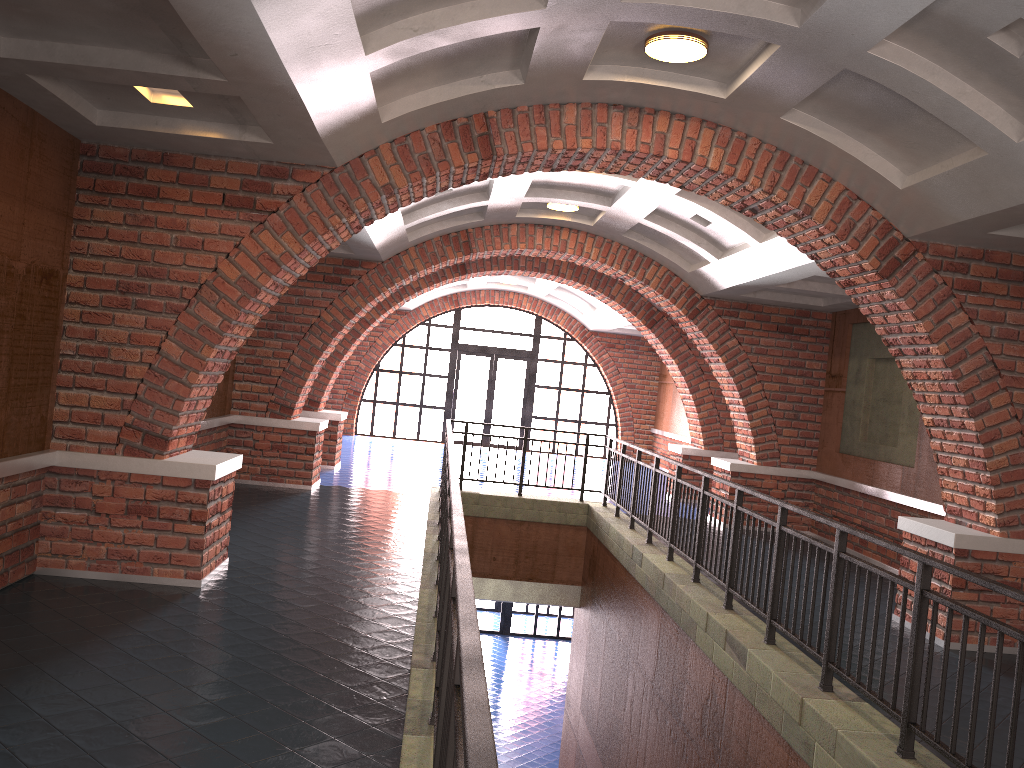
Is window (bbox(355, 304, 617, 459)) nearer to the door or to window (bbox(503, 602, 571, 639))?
the door

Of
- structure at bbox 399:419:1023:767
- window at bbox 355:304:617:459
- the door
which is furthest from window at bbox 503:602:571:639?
structure at bbox 399:419:1023:767

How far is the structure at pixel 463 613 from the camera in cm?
229

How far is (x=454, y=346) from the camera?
21.0 meters

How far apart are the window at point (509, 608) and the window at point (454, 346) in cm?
438

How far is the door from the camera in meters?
21.1 m

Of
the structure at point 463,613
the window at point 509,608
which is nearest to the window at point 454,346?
the window at point 509,608

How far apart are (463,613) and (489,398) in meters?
18.8

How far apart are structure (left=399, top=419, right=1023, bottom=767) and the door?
9.3 meters

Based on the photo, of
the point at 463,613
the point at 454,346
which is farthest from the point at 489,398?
the point at 463,613
